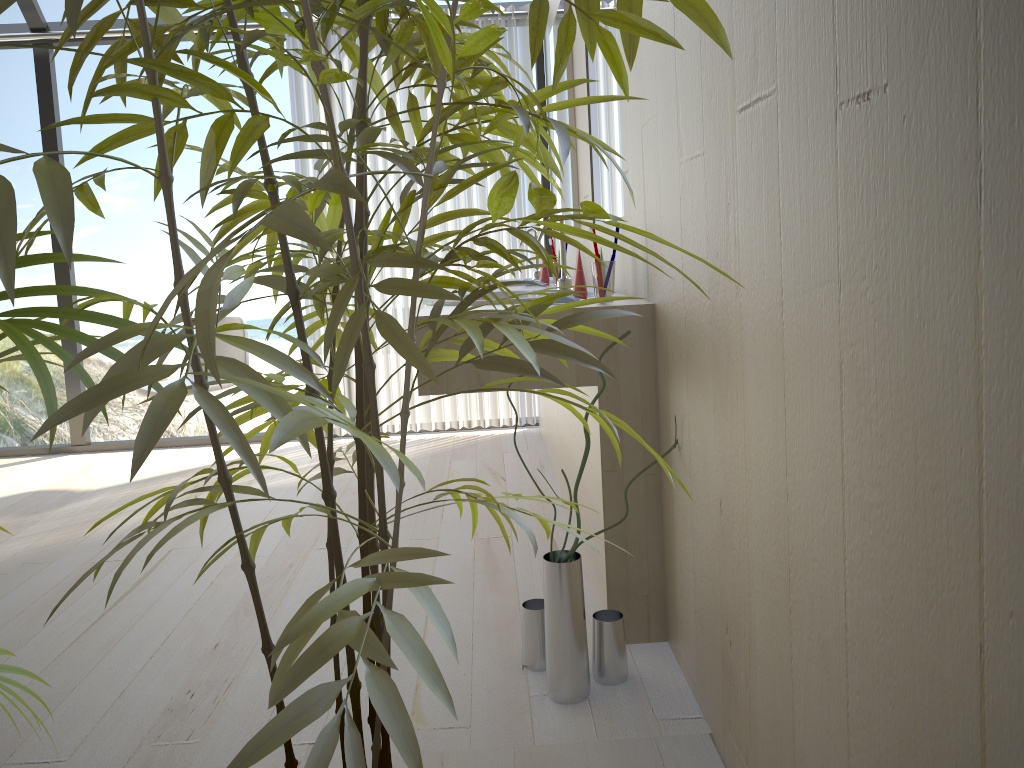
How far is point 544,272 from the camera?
3.33m

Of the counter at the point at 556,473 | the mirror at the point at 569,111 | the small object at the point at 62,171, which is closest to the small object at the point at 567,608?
the small object at the point at 62,171

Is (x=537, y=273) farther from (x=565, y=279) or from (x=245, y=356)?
(x=245, y=356)

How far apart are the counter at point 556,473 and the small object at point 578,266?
1.26m

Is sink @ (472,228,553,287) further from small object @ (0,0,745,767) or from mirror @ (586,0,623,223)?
small object @ (0,0,745,767)

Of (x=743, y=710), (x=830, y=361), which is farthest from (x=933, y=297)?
(x=743, y=710)

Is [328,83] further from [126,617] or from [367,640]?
[126,617]

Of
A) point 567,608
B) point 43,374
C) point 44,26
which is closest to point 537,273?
point 567,608

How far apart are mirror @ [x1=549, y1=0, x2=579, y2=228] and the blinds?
0.57m

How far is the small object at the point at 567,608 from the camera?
1.8m
